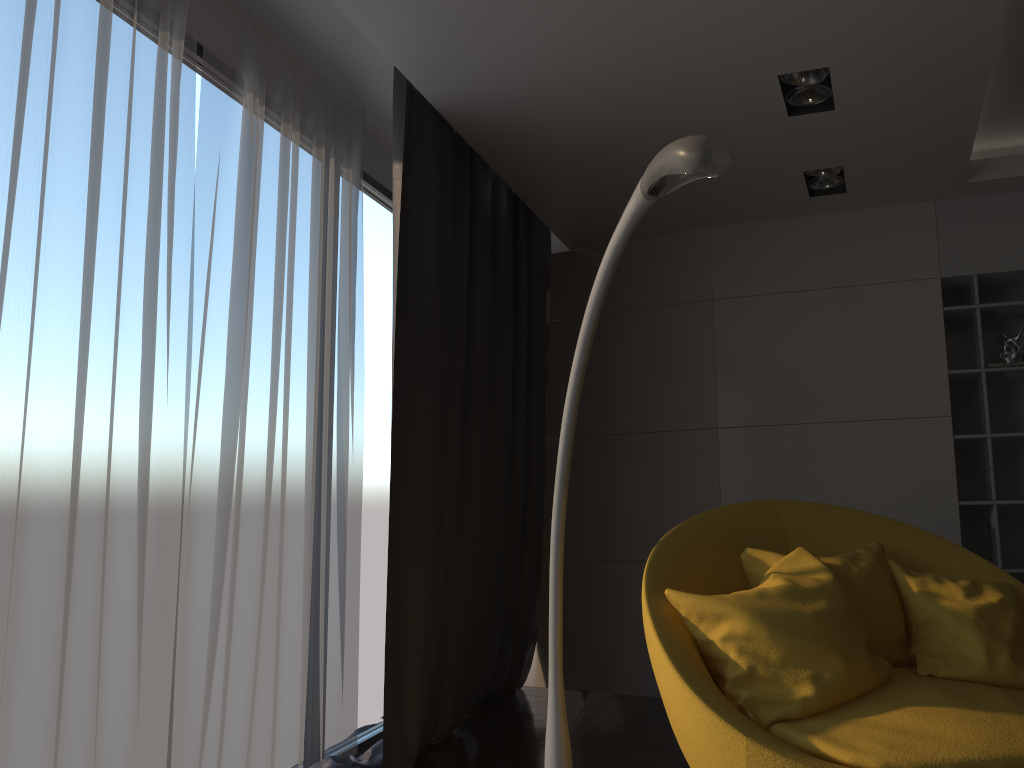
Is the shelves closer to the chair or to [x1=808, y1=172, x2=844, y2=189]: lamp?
[x1=808, y1=172, x2=844, y2=189]: lamp

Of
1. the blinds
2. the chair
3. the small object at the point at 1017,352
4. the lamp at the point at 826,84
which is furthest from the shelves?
the blinds

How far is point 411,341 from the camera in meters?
3.5

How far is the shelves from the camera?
4.1 meters

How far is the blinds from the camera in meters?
2.3 m

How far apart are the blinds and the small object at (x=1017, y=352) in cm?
225

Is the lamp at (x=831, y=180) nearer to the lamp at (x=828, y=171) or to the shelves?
the lamp at (x=828, y=171)

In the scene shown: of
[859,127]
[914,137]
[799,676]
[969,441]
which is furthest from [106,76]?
[969,441]

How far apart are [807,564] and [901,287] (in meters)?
2.11

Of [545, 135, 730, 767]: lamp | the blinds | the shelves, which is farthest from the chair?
the shelves
